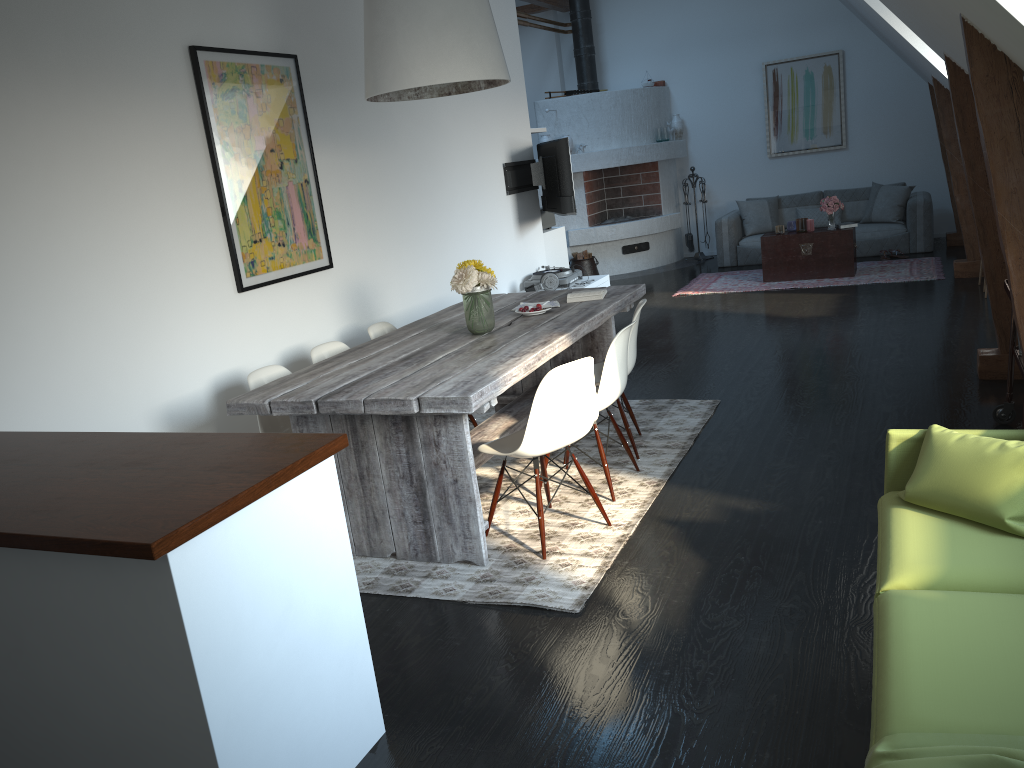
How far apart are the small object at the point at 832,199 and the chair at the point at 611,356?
5.9m

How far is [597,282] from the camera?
7.7m

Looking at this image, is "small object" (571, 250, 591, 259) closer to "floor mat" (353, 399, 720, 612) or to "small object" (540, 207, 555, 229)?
"small object" (540, 207, 555, 229)

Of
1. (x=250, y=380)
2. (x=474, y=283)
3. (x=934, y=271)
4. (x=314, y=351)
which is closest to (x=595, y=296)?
(x=474, y=283)

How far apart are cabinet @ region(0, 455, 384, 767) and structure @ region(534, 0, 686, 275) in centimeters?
934cm

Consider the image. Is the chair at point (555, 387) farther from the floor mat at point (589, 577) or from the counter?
the counter

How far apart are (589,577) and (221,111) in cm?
287

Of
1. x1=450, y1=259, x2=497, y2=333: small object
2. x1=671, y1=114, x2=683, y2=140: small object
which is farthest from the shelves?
x1=671, y1=114, x2=683, y2=140: small object

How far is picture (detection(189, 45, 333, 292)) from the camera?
4.4m

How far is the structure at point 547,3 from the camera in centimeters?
1135cm
